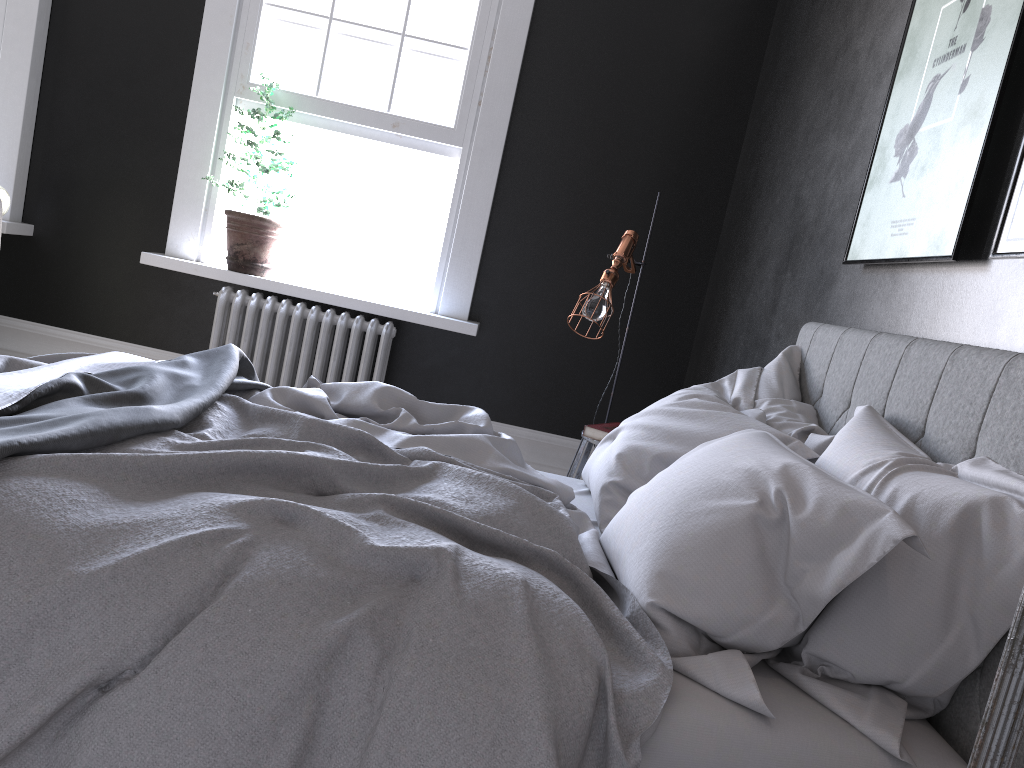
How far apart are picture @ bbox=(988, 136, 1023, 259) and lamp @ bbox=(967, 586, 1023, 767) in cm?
152

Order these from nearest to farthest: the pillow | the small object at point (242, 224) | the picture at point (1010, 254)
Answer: the pillow
the picture at point (1010, 254)
the small object at point (242, 224)

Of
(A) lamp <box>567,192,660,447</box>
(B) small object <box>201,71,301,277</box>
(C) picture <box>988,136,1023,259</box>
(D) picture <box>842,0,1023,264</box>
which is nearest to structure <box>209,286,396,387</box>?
(B) small object <box>201,71,301,277</box>

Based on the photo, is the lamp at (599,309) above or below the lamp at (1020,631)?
above

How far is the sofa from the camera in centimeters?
452cm

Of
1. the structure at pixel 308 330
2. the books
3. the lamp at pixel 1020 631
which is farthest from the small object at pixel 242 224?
the lamp at pixel 1020 631

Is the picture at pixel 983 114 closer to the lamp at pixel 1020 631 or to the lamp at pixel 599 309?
the lamp at pixel 599 309

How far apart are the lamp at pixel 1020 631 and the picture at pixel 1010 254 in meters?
1.5 m

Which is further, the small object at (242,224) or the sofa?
the small object at (242,224)

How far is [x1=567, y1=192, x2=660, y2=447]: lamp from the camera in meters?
4.0
